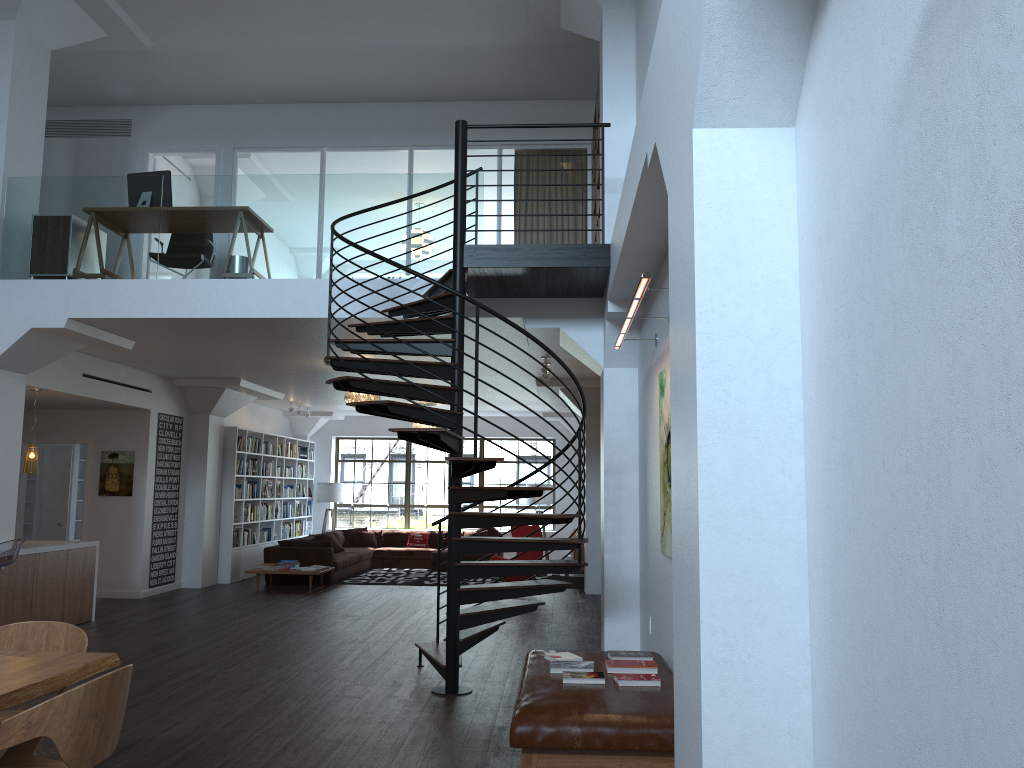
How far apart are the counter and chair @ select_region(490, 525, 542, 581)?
5.6 meters

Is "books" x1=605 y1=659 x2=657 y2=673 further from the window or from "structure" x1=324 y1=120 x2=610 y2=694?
the window

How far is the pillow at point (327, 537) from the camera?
15.5m

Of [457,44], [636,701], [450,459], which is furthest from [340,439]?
[636,701]

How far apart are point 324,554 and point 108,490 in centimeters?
329cm

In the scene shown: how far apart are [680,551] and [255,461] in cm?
1289

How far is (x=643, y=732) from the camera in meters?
4.0

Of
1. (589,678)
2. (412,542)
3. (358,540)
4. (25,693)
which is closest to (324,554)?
(358,540)

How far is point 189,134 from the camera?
11.35m

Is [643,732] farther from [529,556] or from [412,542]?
[412,542]
